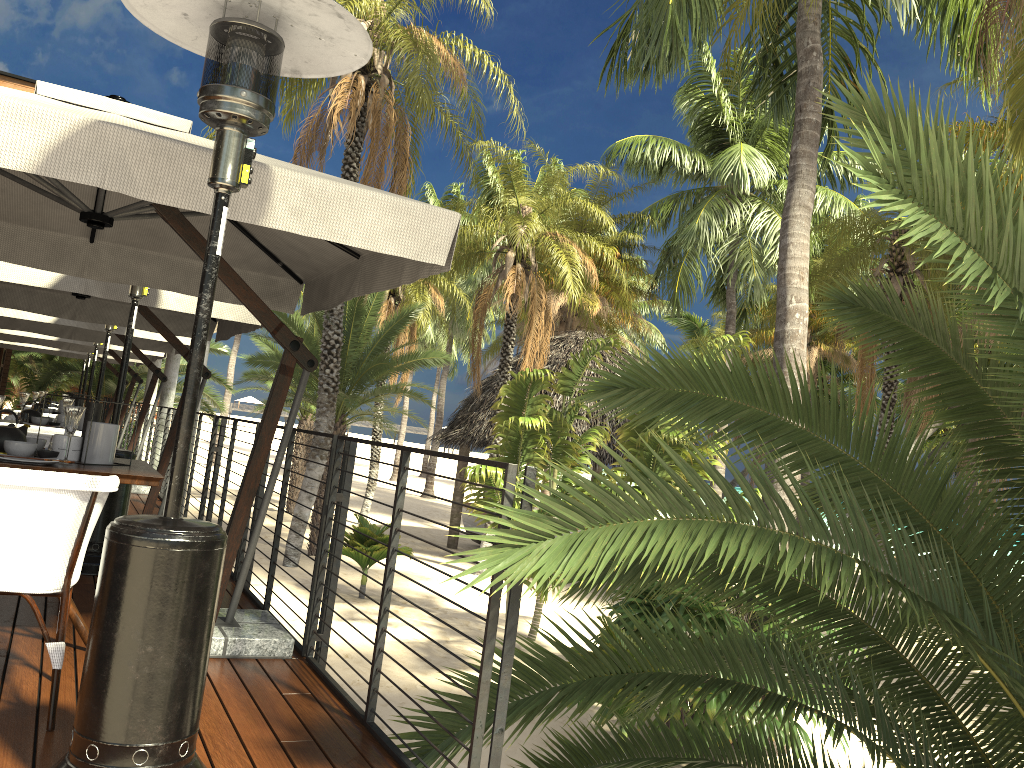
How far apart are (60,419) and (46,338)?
5.70m

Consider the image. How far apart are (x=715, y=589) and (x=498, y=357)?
24.6 meters

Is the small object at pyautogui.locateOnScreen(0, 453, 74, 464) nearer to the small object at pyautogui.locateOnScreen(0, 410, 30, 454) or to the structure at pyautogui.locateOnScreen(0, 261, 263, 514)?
the small object at pyautogui.locateOnScreen(0, 410, 30, 454)

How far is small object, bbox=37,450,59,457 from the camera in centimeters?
346cm

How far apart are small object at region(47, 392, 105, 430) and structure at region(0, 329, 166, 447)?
5.6m

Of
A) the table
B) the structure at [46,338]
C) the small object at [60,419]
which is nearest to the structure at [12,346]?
the structure at [46,338]

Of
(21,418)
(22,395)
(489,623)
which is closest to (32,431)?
(21,418)

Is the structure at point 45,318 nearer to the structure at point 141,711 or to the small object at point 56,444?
the small object at point 56,444

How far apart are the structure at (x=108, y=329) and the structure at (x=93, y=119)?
3.8m

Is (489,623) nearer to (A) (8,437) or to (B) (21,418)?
(A) (8,437)
